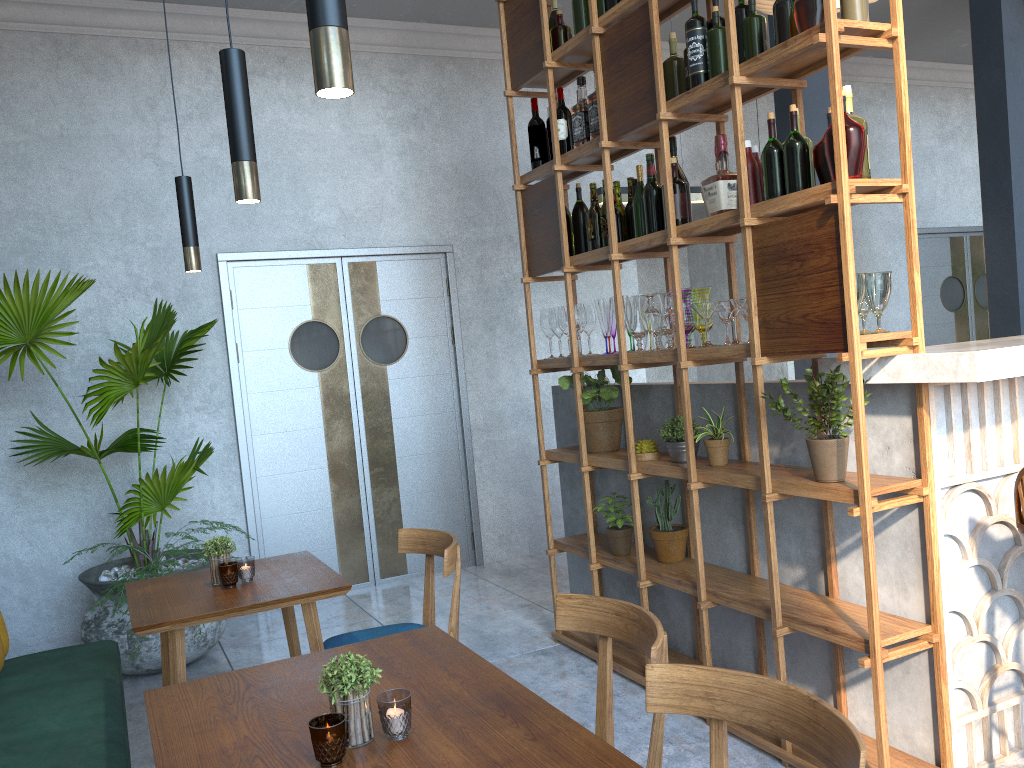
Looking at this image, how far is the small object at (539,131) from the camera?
4.0m

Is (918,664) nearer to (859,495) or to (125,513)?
(859,495)

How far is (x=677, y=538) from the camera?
3.5 meters

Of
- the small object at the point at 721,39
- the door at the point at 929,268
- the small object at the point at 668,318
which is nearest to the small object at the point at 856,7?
the small object at the point at 721,39

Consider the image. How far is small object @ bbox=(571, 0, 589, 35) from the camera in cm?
360

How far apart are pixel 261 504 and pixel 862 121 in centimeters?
402cm

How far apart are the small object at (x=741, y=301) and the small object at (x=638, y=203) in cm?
69

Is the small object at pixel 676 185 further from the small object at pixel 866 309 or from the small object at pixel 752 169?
the small object at pixel 866 309

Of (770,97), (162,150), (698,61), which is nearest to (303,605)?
(698,61)

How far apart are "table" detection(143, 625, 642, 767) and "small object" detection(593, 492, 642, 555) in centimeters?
174cm
